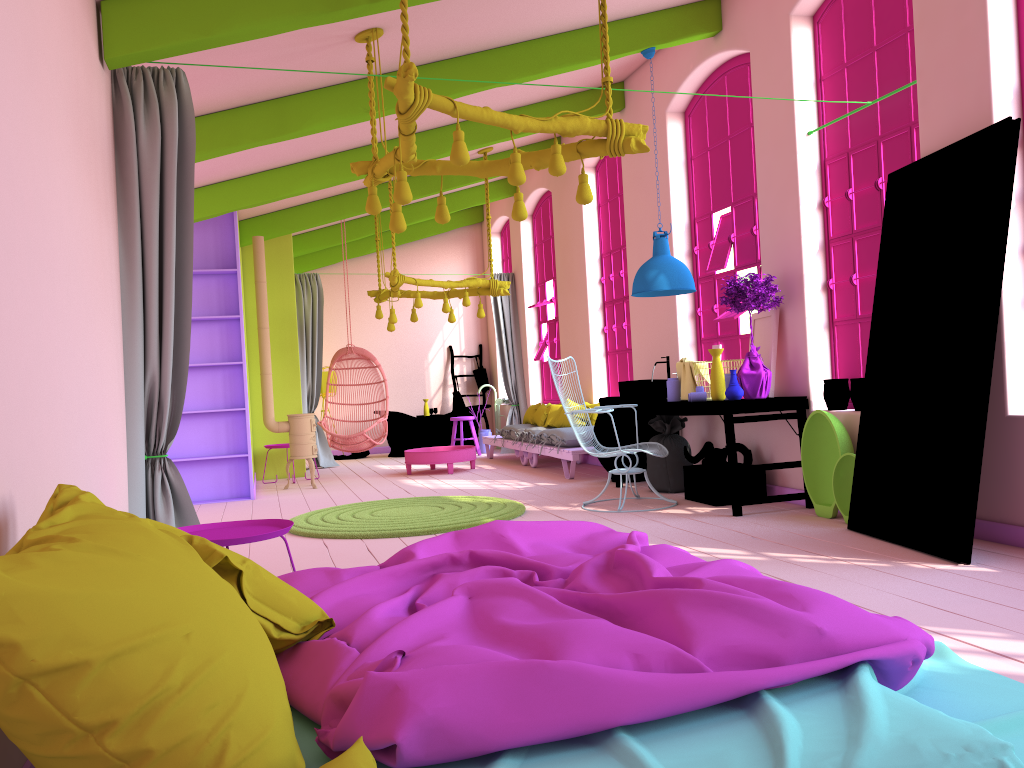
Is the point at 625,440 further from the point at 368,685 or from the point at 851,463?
the point at 368,685

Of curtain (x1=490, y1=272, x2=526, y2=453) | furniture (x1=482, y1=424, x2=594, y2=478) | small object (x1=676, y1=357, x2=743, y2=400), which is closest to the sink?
small object (x1=676, y1=357, x2=743, y2=400)

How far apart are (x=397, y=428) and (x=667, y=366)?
6.50m

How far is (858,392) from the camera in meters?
6.0

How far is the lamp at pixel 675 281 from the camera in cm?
701

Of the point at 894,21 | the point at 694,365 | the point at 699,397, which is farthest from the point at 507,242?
the point at 894,21

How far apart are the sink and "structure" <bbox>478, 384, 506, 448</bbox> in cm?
627

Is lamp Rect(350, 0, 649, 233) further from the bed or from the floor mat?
the floor mat

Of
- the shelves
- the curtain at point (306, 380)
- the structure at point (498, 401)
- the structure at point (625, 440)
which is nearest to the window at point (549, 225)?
the structure at point (498, 401)

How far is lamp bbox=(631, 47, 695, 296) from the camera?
7.01m
